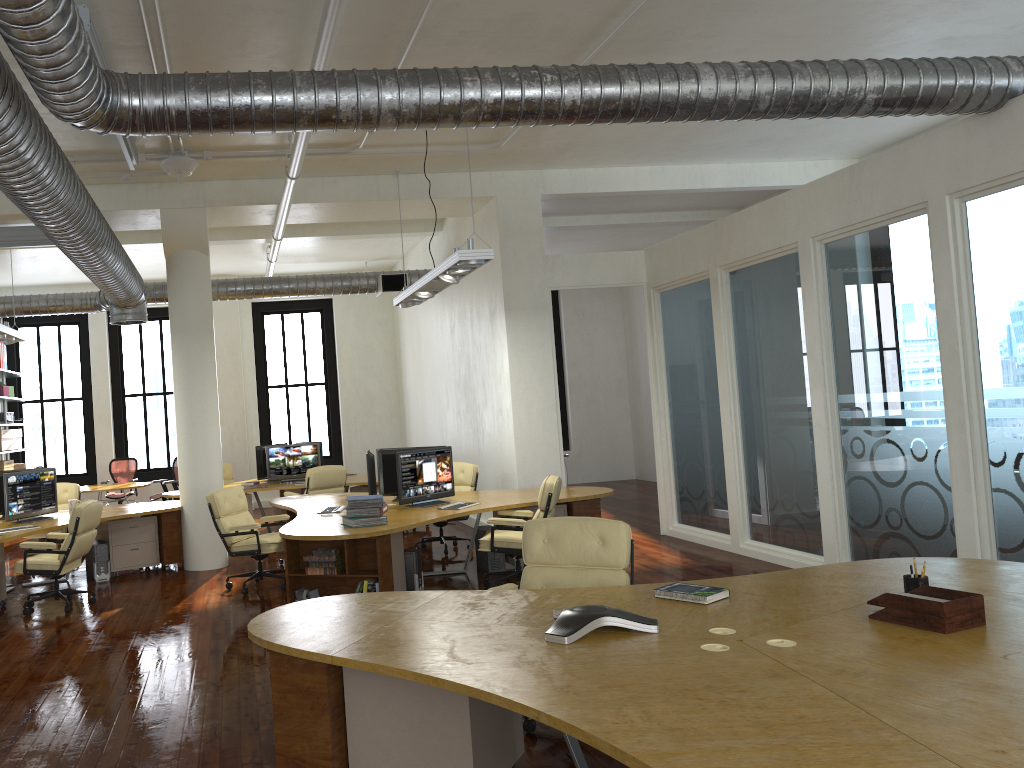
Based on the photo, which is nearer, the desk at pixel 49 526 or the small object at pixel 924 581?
the small object at pixel 924 581

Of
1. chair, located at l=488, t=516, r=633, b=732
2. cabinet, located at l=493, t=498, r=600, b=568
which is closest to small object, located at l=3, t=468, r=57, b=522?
cabinet, located at l=493, t=498, r=600, b=568

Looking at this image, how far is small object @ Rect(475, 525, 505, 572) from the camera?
8.9 meters

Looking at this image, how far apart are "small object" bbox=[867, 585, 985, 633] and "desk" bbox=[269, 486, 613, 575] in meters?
4.0 m

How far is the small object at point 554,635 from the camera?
3.5m

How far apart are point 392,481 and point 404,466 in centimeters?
87cm

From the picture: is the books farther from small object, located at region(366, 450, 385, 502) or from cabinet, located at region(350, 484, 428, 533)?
cabinet, located at region(350, 484, 428, 533)

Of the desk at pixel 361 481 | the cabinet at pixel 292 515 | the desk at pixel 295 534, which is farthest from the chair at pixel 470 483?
the desk at pixel 361 481

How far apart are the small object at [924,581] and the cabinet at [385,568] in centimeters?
401cm

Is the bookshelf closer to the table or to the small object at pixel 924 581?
the table
